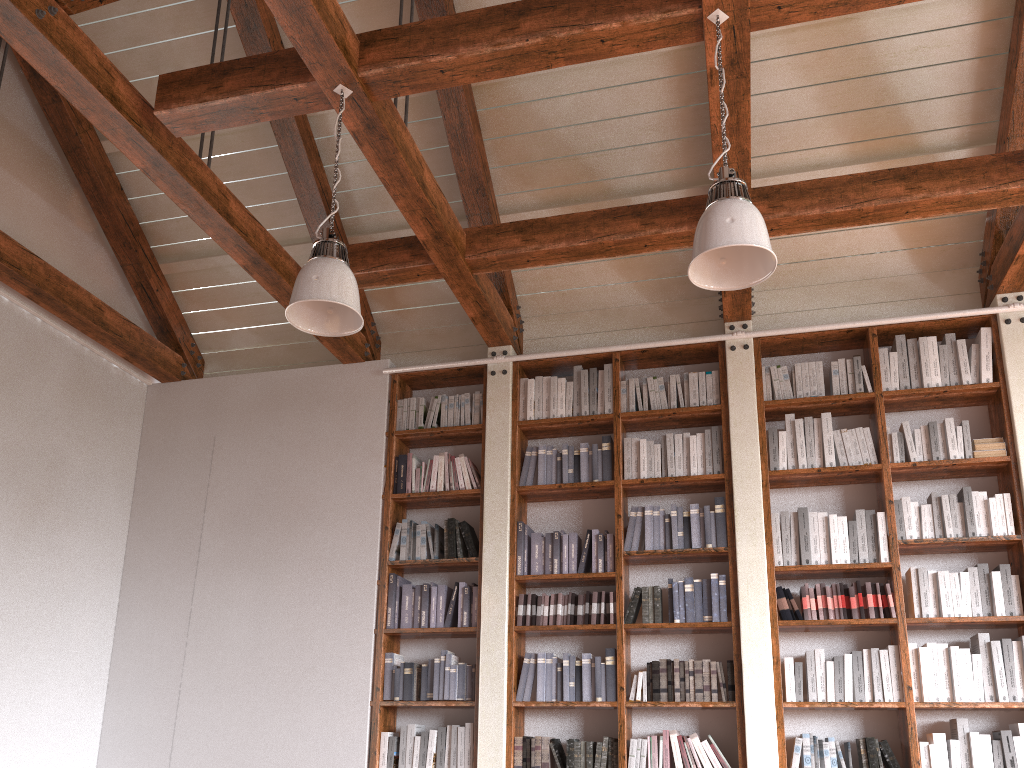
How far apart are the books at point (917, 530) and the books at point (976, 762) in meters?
1.0 m

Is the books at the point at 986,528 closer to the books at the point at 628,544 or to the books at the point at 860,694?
the books at the point at 860,694

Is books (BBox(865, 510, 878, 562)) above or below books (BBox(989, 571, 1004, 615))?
above

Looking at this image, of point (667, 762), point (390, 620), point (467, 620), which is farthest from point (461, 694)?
point (667, 762)

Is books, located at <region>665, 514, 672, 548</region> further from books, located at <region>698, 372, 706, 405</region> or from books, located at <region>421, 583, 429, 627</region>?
books, located at <region>421, 583, 429, 627</region>

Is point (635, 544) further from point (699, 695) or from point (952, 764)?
point (952, 764)

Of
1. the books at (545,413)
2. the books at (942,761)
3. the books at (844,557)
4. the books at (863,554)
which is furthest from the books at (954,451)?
the books at (545,413)

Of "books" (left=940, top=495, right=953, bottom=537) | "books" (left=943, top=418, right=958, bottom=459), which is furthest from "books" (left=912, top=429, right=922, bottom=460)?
"books" (left=940, top=495, right=953, bottom=537)

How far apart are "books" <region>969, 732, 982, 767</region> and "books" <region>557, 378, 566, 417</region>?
2.77m

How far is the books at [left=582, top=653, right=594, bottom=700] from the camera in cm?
486
